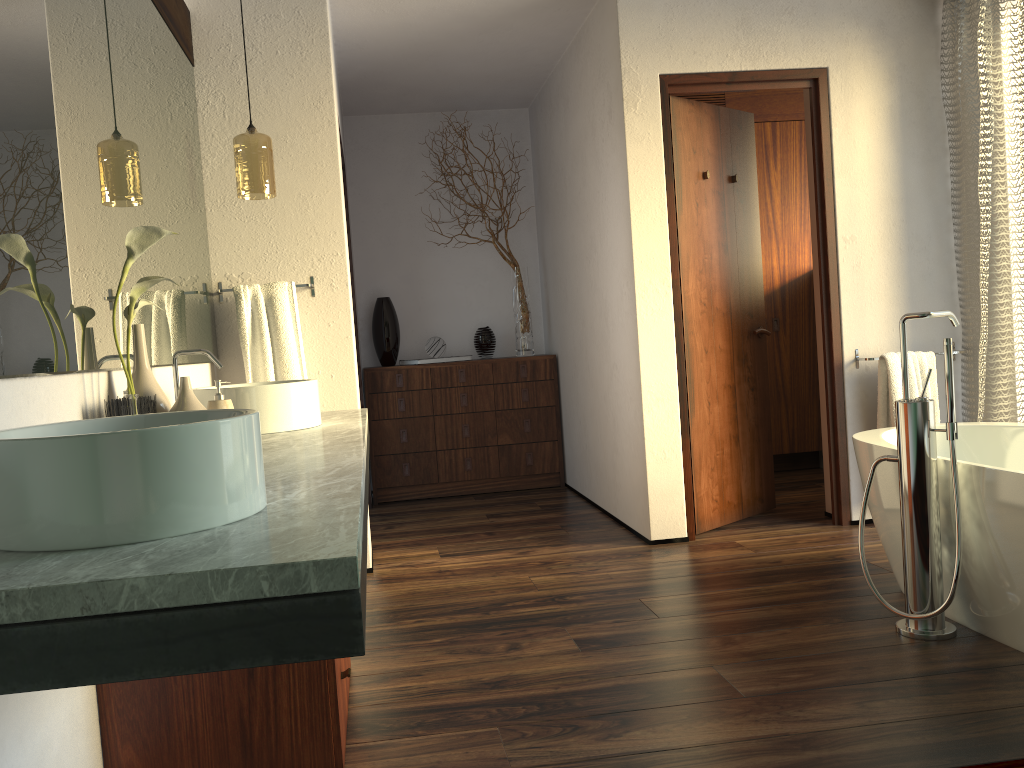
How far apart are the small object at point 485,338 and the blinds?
2.6 meters

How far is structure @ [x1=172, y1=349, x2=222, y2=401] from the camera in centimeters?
244cm

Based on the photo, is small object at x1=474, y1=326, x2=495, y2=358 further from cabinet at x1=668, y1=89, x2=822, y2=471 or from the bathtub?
the bathtub

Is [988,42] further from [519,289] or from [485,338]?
[485,338]

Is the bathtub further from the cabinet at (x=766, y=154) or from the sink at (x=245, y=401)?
the cabinet at (x=766, y=154)

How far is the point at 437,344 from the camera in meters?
5.3

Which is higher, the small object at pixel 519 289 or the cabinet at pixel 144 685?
the small object at pixel 519 289

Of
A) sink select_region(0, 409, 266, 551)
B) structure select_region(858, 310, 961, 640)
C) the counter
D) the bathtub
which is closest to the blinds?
the bathtub

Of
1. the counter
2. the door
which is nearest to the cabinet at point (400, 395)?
the door

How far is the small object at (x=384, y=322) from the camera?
5.3m
